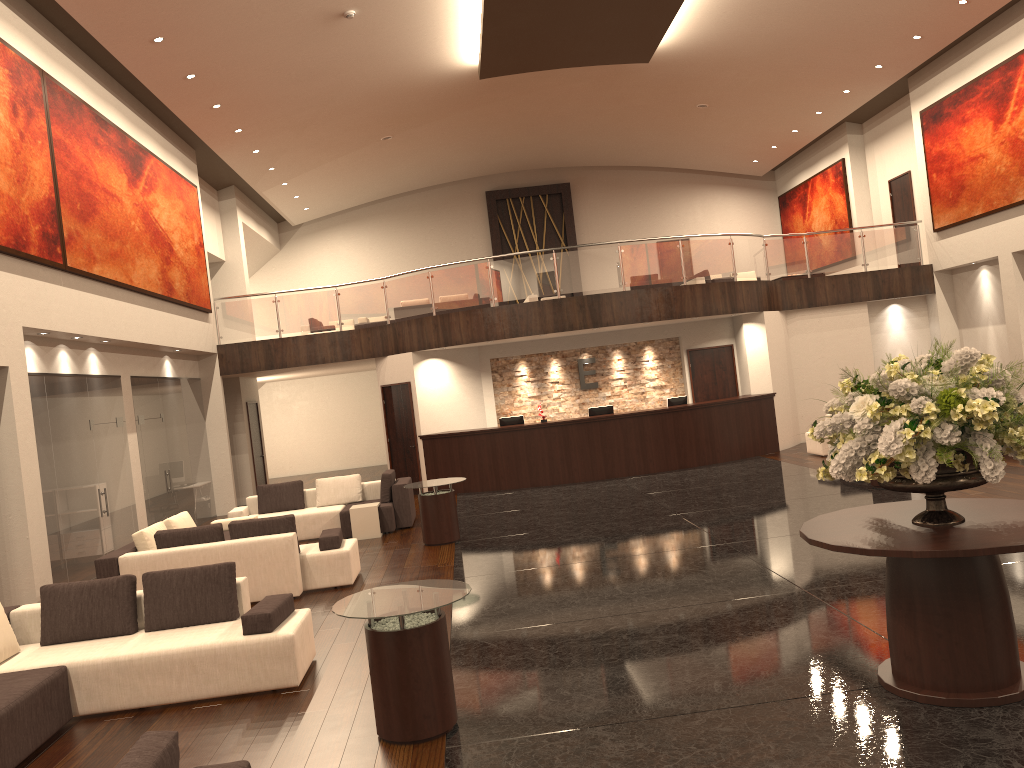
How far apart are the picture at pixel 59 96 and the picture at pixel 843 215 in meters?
15.3

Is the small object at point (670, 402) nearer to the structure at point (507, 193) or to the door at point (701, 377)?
the door at point (701, 377)

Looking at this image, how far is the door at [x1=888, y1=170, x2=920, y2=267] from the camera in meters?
20.0

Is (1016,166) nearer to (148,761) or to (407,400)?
(407,400)

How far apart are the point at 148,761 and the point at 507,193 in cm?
2416

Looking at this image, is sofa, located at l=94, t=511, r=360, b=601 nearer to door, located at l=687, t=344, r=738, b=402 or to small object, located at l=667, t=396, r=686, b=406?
small object, located at l=667, t=396, r=686, b=406

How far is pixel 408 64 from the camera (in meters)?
15.98

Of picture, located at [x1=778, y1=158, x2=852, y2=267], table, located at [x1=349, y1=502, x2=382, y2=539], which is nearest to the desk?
table, located at [x1=349, y1=502, x2=382, y2=539]

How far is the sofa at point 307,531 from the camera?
13.1 meters

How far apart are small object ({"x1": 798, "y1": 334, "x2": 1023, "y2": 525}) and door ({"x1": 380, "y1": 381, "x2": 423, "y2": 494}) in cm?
1240
